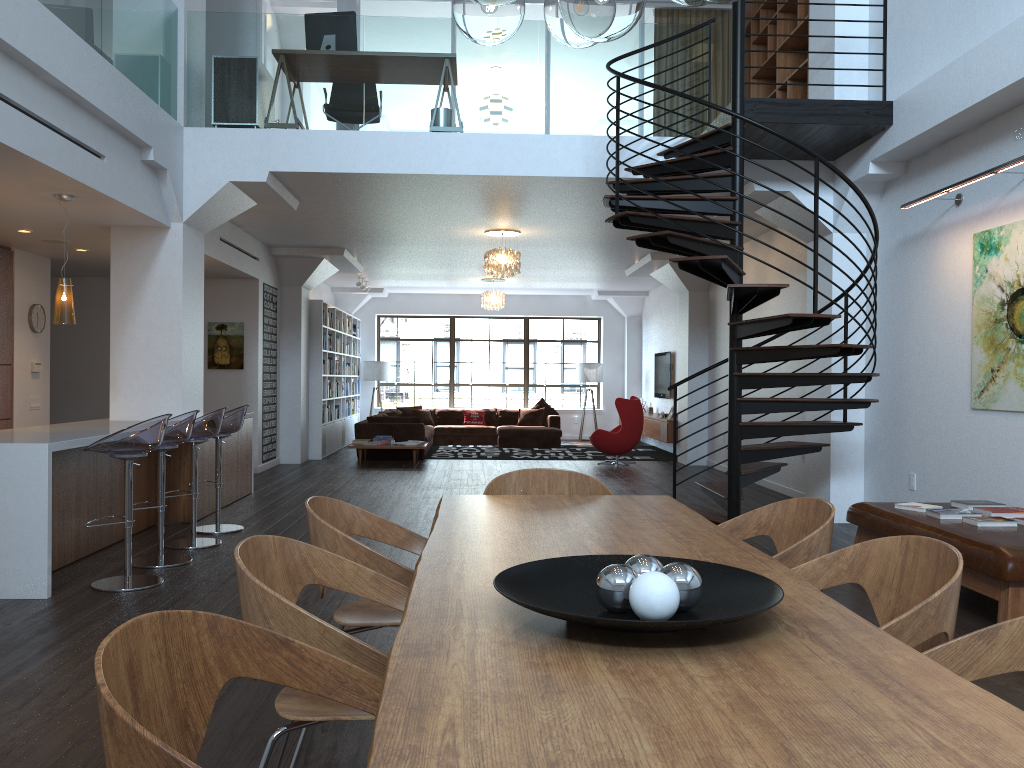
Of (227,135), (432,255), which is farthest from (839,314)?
(432,255)

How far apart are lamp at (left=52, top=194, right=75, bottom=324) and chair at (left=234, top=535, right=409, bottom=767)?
4.6 meters

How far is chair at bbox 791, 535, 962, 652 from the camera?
2.0 meters

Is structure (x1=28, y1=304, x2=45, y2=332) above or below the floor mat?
above

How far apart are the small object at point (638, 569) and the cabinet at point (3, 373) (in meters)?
8.52

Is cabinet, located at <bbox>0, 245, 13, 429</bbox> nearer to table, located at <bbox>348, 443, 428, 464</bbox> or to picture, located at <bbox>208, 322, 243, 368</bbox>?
picture, located at <bbox>208, 322, 243, 368</bbox>

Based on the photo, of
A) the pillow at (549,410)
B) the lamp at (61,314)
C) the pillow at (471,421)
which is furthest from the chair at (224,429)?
the pillow at (549,410)

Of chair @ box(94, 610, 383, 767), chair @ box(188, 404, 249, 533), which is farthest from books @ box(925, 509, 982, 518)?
chair @ box(188, 404, 249, 533)

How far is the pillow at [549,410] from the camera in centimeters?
1727cm

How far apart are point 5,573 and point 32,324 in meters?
5.0 m
